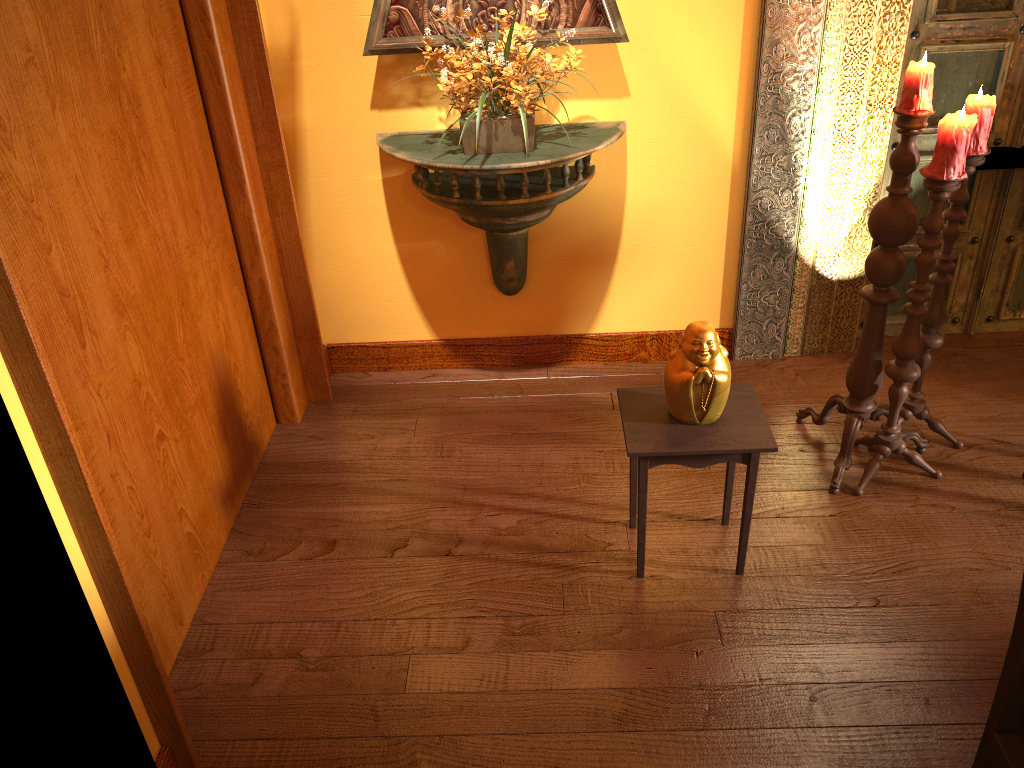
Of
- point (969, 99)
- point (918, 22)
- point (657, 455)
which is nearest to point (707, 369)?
point (657, 455)

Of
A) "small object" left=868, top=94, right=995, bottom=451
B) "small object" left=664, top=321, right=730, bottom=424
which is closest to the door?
"small object" left=868, top=94, right=995, bottom=451

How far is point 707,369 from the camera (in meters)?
2.16

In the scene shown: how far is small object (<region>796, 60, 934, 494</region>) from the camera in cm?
227

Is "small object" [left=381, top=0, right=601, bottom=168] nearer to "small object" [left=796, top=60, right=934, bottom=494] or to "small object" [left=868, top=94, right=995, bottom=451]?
"small object" [left=796, top=60, right=934, bottom=494]

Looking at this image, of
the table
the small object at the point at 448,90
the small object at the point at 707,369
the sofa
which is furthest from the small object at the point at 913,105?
the sofa

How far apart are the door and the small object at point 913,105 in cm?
75

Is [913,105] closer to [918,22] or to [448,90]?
[918,22]

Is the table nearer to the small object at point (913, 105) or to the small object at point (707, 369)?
the small object at point (707, 369)

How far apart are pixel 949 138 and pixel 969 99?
0.25m
